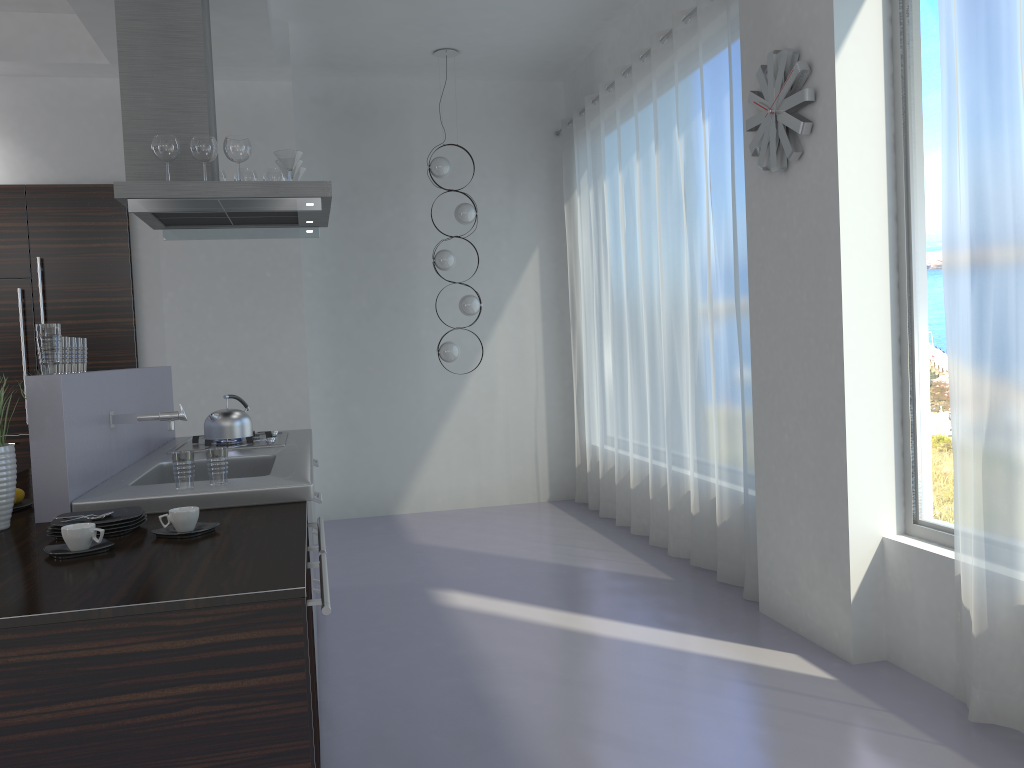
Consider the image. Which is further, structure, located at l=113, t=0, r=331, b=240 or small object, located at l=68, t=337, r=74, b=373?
structure, located at l=113, t=0, r=331, b=240

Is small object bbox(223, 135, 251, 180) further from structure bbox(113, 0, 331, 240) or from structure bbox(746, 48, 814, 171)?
structure bbox(746, 48, 814, 171)

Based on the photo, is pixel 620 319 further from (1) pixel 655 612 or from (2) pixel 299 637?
(2) pixel 299 637

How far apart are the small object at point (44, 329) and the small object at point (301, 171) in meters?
2.0

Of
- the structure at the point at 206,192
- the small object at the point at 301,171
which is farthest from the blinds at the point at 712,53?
the small object at the point at 301,171

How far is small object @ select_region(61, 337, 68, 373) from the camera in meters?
2.8

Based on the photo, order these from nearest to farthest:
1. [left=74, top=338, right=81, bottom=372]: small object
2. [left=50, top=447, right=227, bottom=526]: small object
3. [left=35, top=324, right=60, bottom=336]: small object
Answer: [left=50, top=447, right=227, bottom=526]: small object, [left=35, top=324, right=60, bottom=336]: small object, [left=74, top=338, right=81, bottom=372]: small object

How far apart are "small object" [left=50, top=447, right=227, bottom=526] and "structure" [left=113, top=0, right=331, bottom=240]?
1.4m

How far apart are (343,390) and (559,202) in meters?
2.4

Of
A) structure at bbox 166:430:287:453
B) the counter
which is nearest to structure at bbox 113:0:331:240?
the counter
